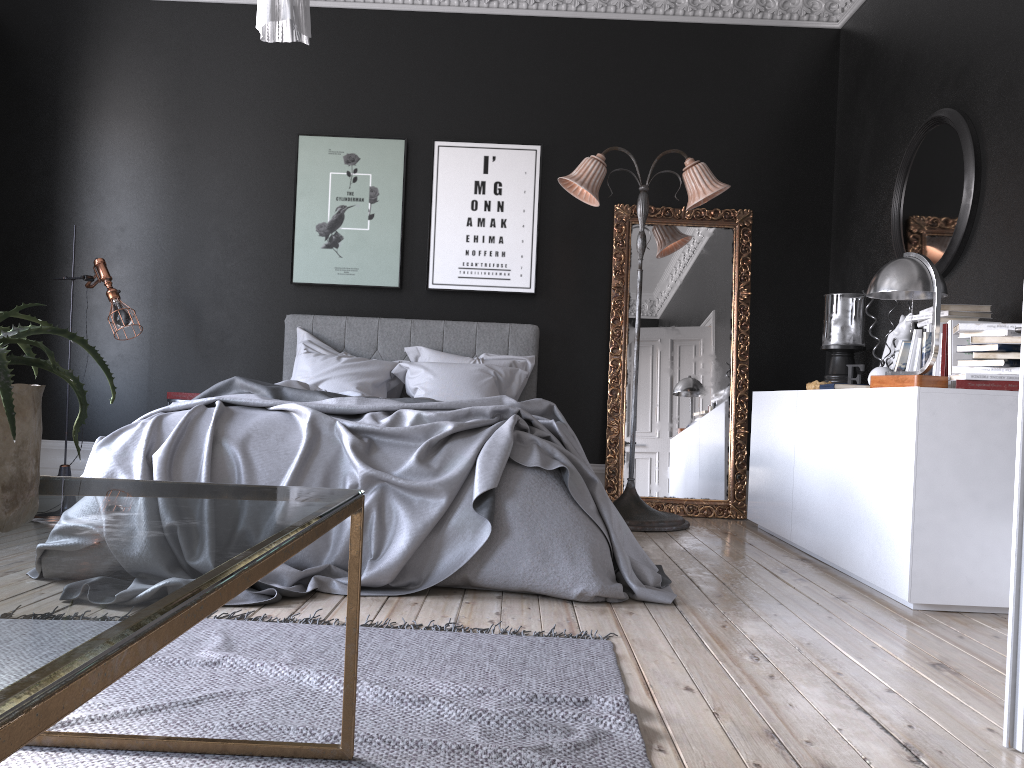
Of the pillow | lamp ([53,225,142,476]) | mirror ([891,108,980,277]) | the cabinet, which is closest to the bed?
the pillow

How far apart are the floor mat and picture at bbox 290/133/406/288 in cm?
373

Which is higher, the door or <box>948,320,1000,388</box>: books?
<box>948,320,1000,388</box>: books

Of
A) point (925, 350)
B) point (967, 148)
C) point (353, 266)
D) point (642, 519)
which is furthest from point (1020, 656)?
point (353, 266)

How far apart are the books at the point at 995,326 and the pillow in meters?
2.8

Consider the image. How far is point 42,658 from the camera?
0.6m

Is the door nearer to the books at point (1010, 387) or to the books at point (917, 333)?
the books at point (1010, 387)

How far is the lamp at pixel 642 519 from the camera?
5.4 meters

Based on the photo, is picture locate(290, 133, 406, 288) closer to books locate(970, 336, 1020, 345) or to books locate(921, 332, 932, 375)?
books locate(921, 332, 932, 375)

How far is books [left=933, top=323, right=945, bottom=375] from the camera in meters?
4.0
